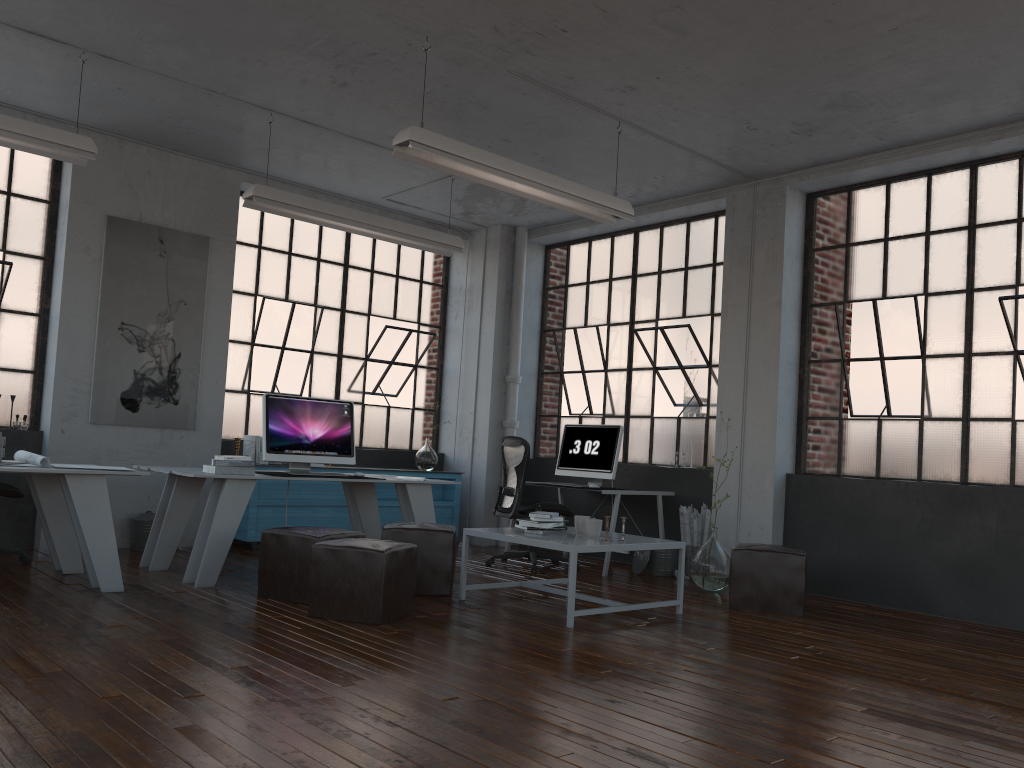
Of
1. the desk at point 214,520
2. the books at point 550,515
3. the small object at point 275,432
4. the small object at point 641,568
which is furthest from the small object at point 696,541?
the small object at point 275,432

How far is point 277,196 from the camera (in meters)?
6.27

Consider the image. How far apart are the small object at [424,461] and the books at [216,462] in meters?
3.2

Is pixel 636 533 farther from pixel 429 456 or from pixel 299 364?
pixel 299 364

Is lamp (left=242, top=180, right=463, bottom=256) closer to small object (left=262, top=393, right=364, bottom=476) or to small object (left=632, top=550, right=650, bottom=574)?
small object (left=262, top=393, right=364, bottom=476)

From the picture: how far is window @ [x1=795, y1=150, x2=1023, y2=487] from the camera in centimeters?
604cm

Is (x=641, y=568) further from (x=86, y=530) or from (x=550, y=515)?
(x=86, y=530)

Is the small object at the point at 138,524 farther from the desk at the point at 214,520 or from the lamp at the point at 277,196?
the lamp at the point at 277,196

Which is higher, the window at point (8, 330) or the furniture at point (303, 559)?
the window at point (8, 330)

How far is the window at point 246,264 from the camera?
8.1 meters
